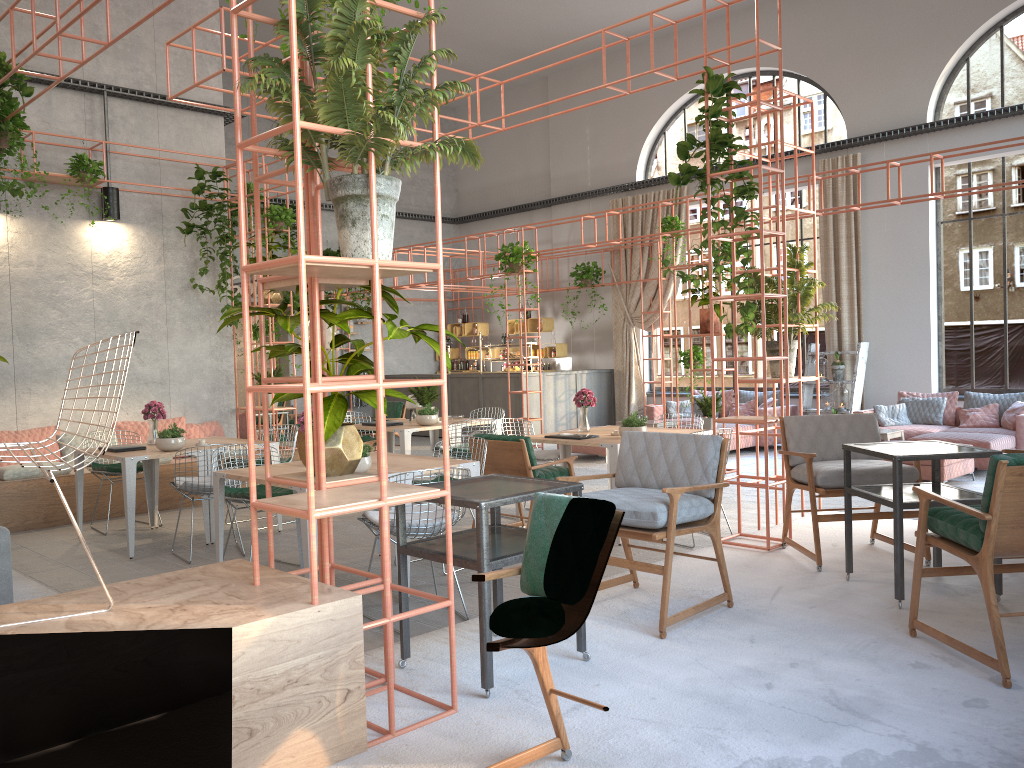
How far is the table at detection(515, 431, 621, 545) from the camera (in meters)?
7.19

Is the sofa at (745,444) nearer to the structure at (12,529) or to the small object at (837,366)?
the small object at (837,366)

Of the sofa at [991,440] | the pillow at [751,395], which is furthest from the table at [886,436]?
the pillow at [751,395]

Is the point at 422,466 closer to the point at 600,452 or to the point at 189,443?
the point at 189,443

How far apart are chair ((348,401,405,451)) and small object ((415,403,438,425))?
3.6 meters

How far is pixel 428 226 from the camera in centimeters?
1994cm

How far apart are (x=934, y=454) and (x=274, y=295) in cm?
809

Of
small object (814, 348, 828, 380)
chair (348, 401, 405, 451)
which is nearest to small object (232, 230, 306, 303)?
chair (348, 401, 405, 451)

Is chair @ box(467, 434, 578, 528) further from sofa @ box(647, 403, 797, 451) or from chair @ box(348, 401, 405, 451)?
sofa @ box(647, 403, 797, 451)

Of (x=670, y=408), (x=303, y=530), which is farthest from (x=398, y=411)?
(x=303, y=530)
